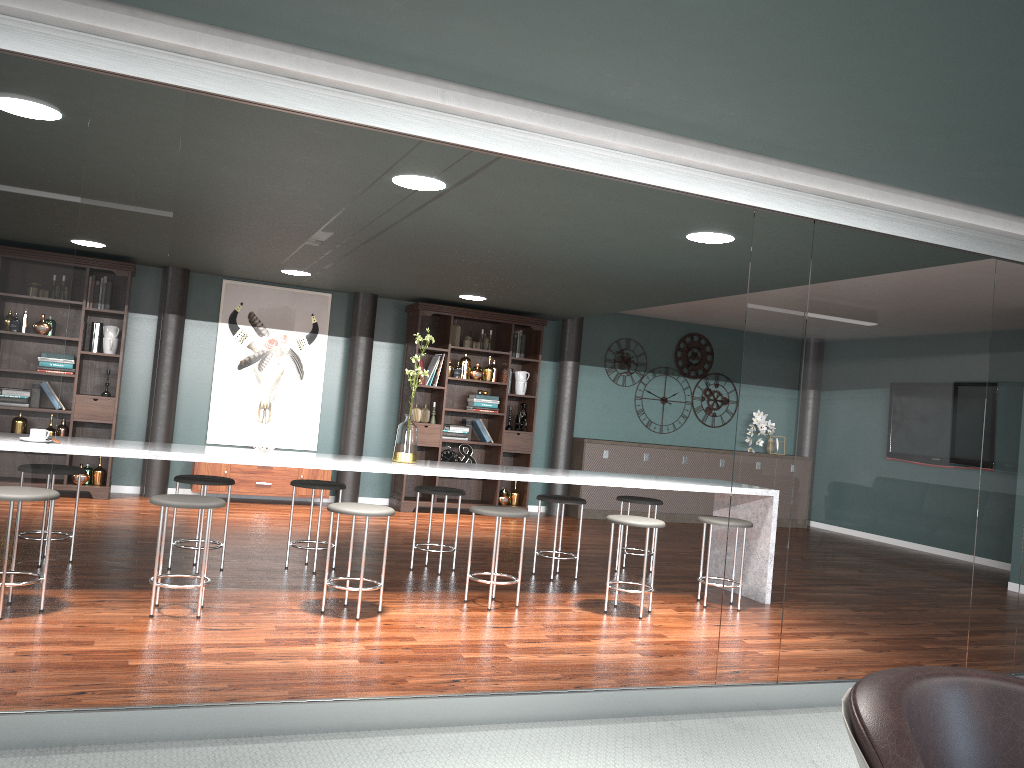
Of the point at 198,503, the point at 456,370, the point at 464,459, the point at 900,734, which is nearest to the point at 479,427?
the point at 464,459

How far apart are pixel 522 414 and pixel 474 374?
0.7 meters

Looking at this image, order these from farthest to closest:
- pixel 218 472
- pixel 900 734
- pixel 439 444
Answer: pixel 439 444 < pixel 218 472 < pixel 900 734

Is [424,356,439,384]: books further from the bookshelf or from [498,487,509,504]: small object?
[498,487,509,504]: small object

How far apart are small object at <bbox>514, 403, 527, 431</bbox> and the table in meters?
3.2 m

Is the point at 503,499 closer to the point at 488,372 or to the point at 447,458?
the point at 447,458

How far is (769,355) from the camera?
3.37m

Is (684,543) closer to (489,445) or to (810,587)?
(489,445)

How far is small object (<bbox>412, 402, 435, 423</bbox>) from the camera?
8.5m

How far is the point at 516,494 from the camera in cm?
885
